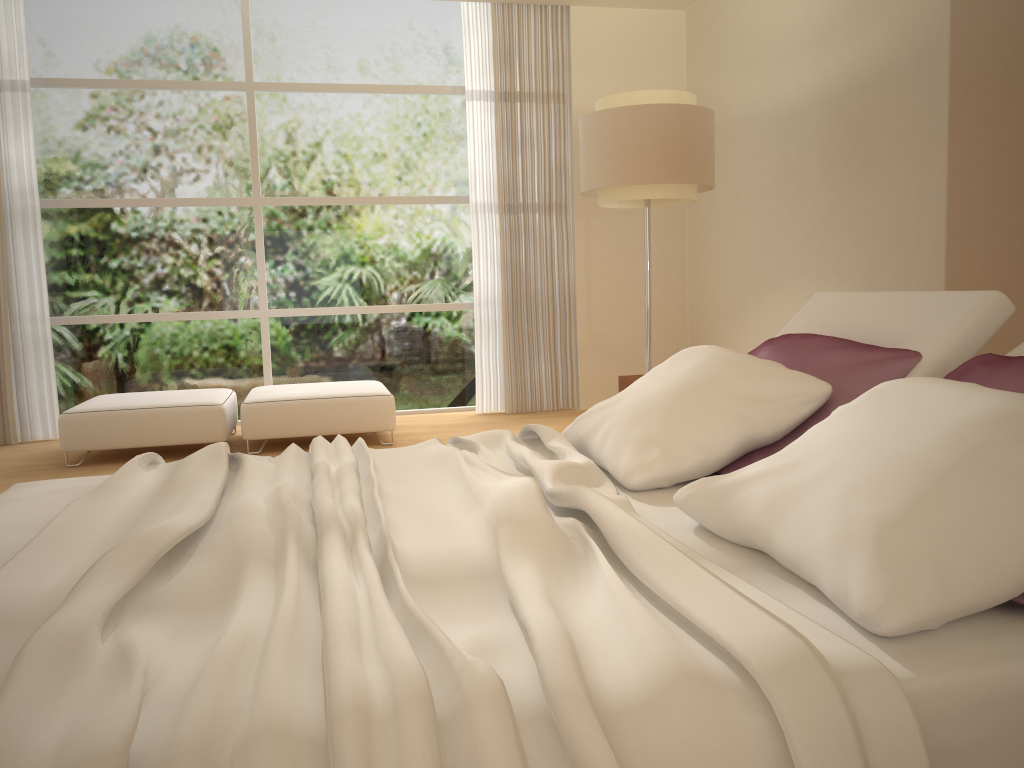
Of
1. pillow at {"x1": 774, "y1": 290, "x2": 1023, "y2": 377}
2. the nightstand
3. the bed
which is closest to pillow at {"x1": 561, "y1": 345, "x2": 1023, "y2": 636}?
the bed

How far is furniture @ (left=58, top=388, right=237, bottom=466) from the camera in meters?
5.2 m

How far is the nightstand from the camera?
4.09m

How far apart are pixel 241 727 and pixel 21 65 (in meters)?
6.49

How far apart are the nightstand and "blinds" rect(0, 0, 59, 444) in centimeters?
435cm

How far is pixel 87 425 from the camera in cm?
523

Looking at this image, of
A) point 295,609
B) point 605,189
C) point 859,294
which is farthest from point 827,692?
point 605,189

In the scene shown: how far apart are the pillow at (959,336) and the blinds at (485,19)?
4.0 meters

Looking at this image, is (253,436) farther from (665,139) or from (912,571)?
(912,571)

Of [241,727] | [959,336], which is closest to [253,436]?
[959,336]
